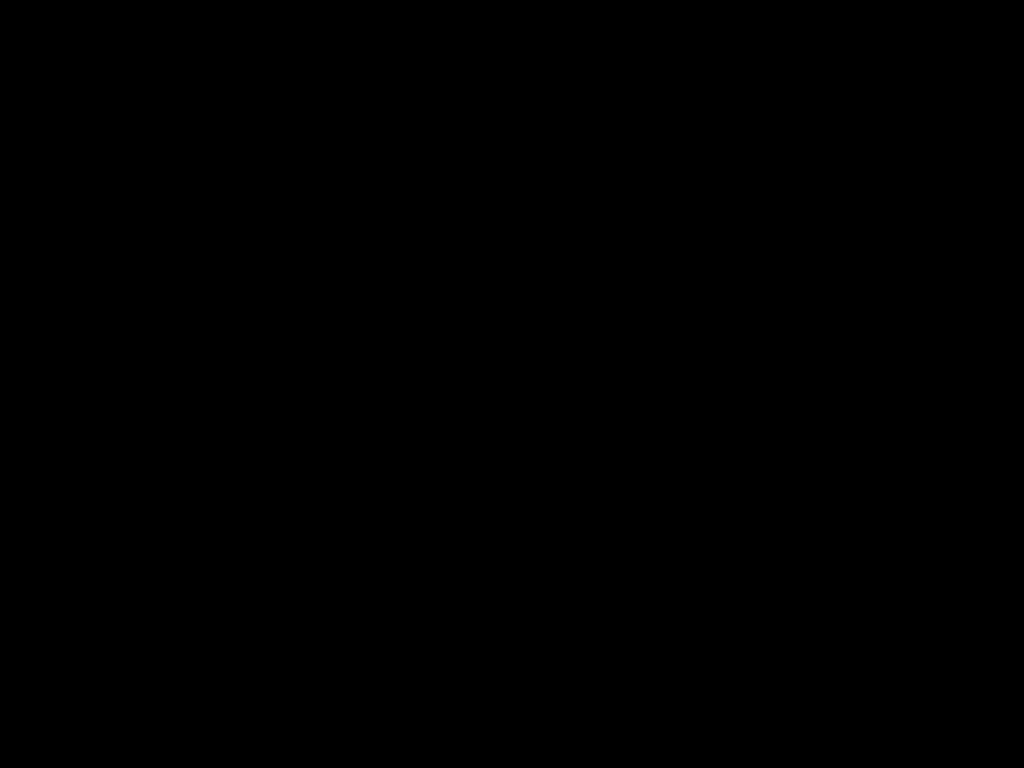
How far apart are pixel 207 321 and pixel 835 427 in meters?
1.0
